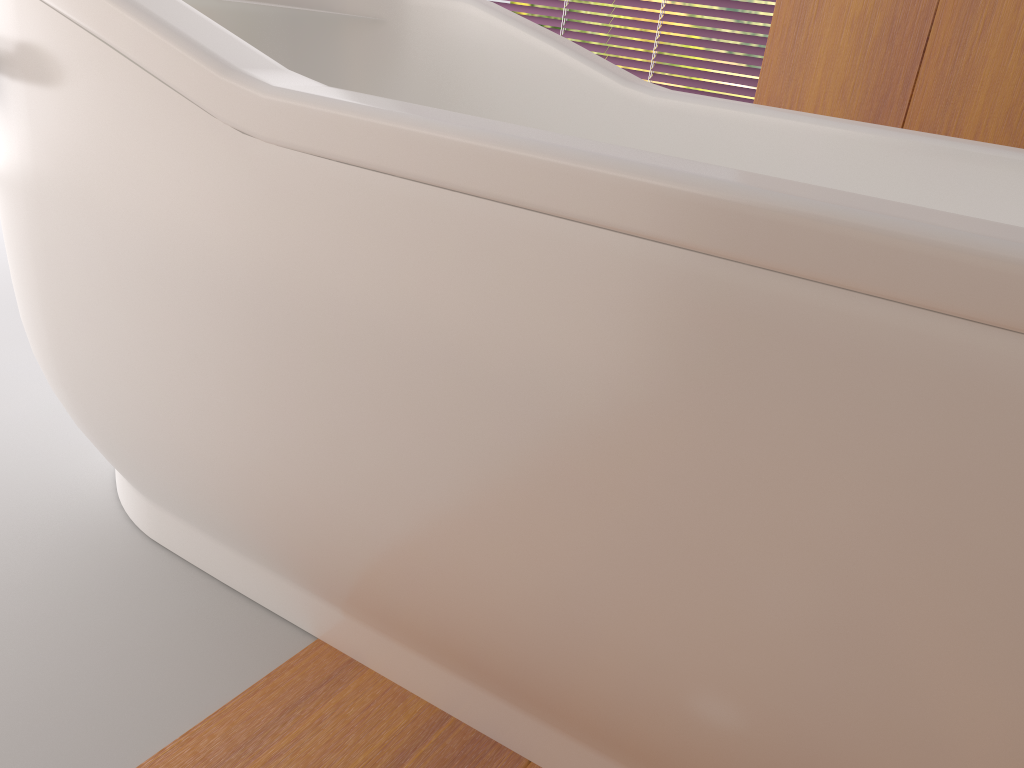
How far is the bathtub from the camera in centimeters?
53cm

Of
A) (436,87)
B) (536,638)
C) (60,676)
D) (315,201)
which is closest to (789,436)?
(536,638)

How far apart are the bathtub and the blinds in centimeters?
195cm

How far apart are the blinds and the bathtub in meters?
1.9 m

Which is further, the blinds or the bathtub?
the blinds

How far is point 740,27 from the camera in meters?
3.1 m

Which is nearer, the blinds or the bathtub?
the bathtub

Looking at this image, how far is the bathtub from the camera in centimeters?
53cm

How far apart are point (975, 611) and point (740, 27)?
3.01m
